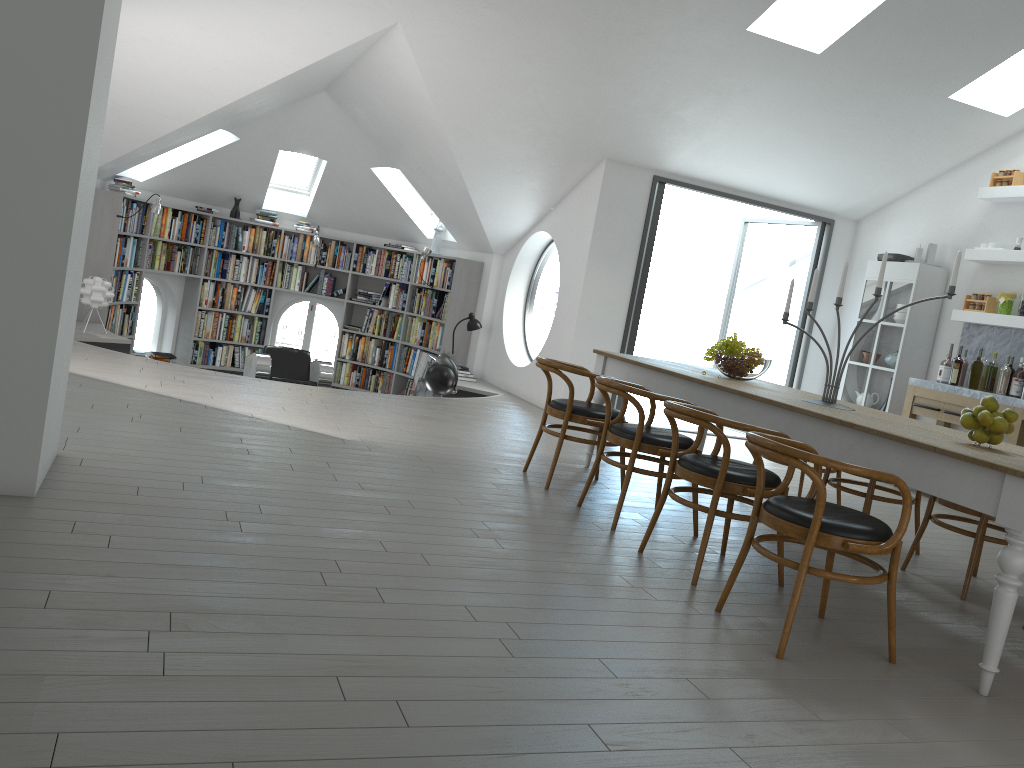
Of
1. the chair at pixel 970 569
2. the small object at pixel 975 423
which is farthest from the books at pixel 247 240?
the small object at pixel 975 423

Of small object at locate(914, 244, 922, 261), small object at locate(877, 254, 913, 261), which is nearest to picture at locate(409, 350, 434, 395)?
small object at locate(877, 254, 913, 261)

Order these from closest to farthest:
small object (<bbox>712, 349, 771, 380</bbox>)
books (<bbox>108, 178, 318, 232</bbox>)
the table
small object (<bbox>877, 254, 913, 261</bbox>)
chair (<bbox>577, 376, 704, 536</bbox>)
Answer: the table < chair (<bbox>577, 376, 704, 536</bbox>) < small object (<bbox>712, 349, 771, 380</bbox>) < small object (<bbox>877, 254, 913, 261</bbox>) < books (<bbox>108, 178, 318, 232</bbox>)

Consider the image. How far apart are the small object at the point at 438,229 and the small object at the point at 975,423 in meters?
8.1 m

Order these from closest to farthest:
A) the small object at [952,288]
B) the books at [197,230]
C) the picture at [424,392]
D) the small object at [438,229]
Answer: the small object at [952,288]
the picture at [424,392]
the books at [197,230]
the small object at [438,229]

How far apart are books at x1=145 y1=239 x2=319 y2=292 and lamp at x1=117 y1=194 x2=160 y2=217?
1.08m

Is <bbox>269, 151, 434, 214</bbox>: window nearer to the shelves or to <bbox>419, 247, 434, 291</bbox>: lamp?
<bbox>419, 247, 434, 291</bbox>: lamp

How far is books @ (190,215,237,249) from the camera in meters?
10.8 m

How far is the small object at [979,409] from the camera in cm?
365

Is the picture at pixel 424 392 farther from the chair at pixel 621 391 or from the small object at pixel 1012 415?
the small object at pixel 1012 415
